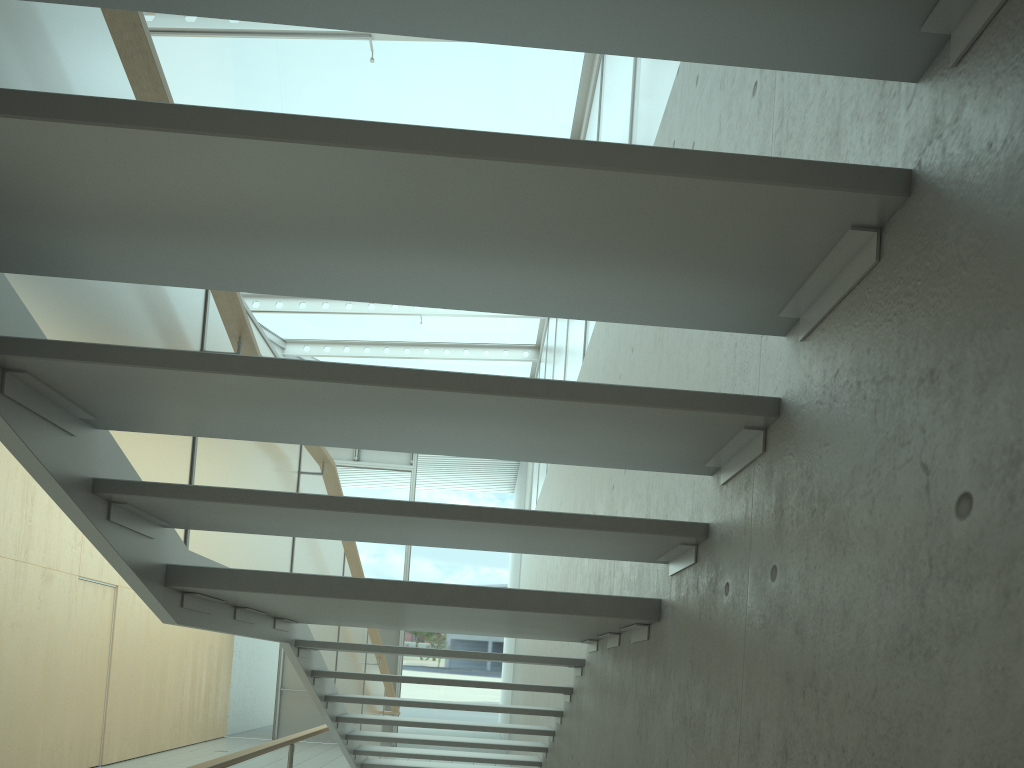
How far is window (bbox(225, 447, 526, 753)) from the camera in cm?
1350

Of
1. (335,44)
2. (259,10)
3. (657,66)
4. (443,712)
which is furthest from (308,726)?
(259,10)

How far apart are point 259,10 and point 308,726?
13.8m

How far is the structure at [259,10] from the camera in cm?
126

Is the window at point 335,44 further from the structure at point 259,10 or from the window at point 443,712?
the structure at point 259,10

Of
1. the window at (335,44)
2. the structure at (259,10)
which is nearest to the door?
the window at (335,44)

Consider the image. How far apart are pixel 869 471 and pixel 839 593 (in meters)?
0.18

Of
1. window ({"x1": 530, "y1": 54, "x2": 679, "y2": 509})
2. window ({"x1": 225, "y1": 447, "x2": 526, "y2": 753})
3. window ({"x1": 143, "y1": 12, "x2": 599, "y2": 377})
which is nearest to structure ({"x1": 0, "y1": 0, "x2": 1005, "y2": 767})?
window ({"x1": 530, "y1": 54, "x2": 679, "y2": 509})

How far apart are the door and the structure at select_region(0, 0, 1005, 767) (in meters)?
A: 5.80

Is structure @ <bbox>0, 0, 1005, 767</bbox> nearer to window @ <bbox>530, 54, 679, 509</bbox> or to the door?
window @ <bbox>530, 54, 679, 509</bbox>
